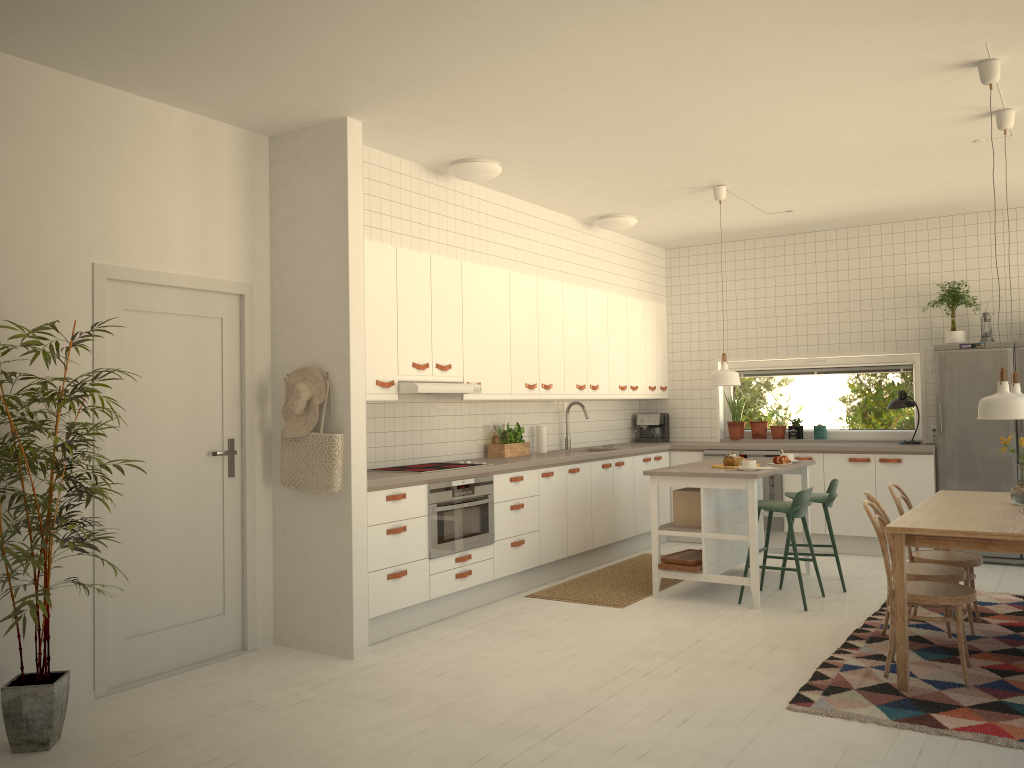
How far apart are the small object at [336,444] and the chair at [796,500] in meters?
2.8

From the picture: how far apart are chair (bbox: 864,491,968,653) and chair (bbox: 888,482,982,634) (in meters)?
0.19

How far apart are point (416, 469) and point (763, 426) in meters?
4.2 m

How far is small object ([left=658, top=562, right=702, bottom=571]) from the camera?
5.85m

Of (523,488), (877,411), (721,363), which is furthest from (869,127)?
(877,411)

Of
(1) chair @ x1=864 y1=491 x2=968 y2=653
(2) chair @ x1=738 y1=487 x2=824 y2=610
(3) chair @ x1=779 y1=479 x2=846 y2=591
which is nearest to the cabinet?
(3) chair @ x1=779 y1=479 x2=846 y2=591

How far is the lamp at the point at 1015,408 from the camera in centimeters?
400cm

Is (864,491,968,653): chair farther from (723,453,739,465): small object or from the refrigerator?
the refrigerator

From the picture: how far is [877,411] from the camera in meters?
8.1

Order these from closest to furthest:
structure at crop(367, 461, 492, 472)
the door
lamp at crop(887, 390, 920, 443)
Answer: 1. the door
2. structure at crop(367, 461, 492, 472)
3. lamp at crop(887, 390, 920, 443)
